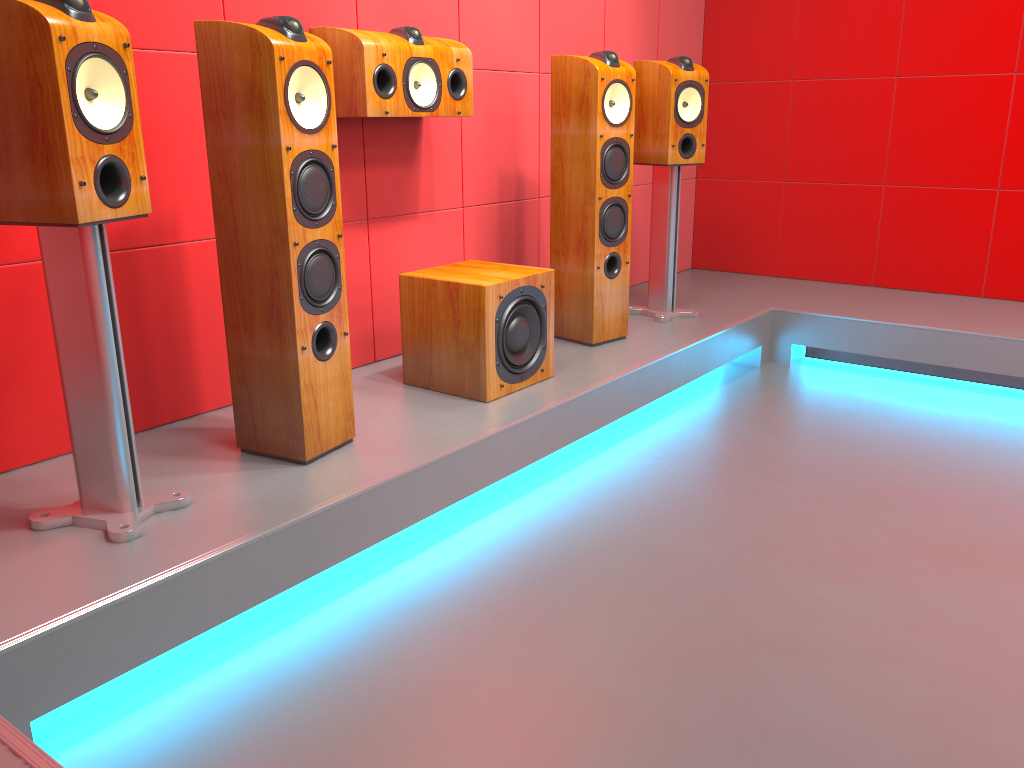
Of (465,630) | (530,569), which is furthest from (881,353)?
(465,630)

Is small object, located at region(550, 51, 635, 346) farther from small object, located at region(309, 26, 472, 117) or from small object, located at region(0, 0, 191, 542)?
small object, located at region(0, 0, 191, 542)

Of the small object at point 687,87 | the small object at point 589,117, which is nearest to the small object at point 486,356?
the small object at point 589,117

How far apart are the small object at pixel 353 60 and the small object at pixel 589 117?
0.4 meters

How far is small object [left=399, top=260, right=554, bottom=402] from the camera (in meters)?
2.64

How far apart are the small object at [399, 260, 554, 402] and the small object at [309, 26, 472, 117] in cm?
49

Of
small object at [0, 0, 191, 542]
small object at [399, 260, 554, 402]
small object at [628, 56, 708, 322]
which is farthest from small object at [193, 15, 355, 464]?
small object at [628, 56, 708, 322]

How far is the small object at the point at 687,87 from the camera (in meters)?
3.50

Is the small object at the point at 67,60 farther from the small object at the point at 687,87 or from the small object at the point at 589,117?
the small object at the point at 687,87

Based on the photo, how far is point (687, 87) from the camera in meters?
3.5
